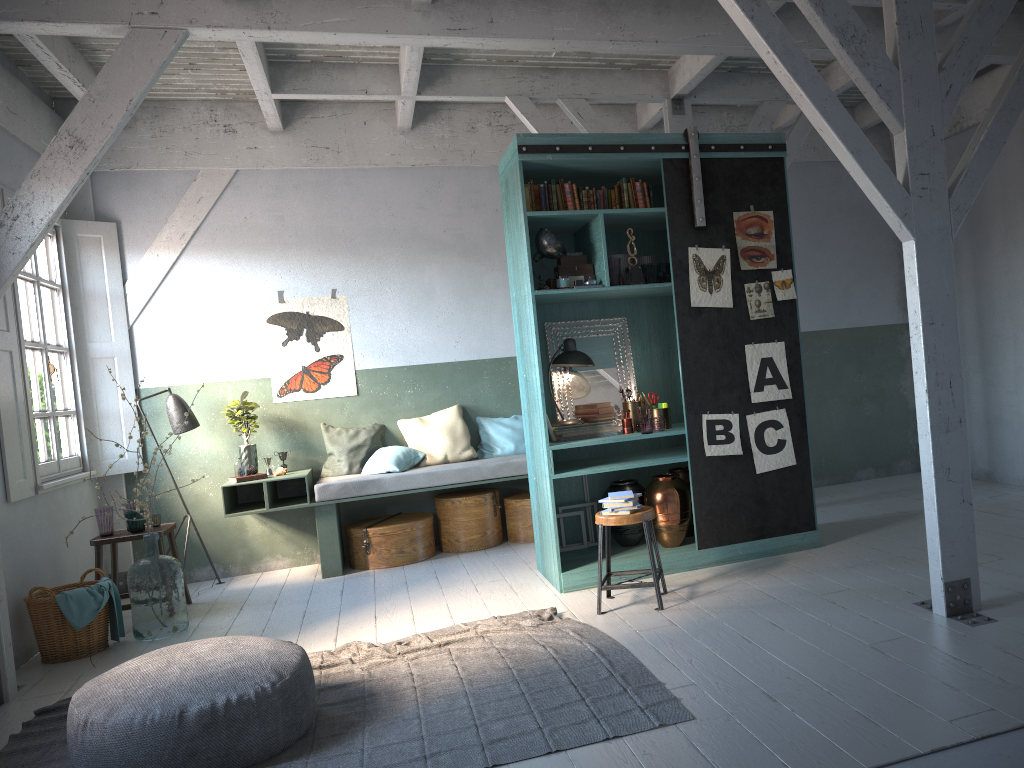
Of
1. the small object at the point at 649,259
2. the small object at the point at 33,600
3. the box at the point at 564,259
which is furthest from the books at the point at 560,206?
the small object at the point at 33,600

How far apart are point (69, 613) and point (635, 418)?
4.4m

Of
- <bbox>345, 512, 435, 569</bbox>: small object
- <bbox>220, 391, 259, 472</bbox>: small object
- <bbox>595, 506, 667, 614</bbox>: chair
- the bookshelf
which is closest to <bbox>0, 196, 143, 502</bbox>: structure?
<bbox>220, 391, 259, 472</bbox>: small object

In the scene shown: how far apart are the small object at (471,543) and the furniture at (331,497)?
0.2m

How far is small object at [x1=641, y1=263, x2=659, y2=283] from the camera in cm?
660

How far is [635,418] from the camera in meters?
7.0

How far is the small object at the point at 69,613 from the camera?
6.2 meters

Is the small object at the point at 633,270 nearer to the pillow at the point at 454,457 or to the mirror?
the mirror

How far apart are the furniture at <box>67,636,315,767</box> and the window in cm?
307

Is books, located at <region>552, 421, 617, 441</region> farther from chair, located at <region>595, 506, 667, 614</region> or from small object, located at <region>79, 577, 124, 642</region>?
small object, located at <region>79, 577, 124, 642</region>
